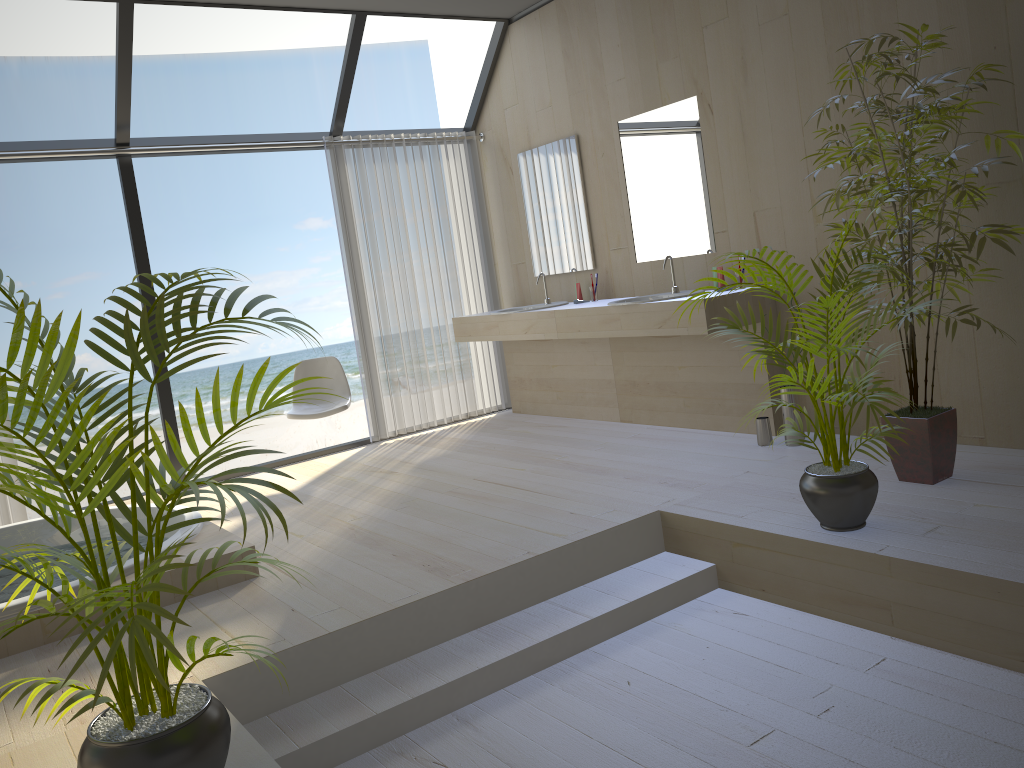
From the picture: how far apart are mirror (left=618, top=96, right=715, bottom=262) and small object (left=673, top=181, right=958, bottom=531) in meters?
1.7

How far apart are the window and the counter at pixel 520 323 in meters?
1.0

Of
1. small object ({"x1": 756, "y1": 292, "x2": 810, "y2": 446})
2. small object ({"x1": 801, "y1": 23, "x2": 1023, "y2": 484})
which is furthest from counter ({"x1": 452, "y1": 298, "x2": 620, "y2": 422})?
small object ({"x1": 801, "y1": 23, "x2": 1023, "y2": 484})

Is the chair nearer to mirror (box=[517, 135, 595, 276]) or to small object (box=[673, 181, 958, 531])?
mirror (box=[517, 135, 595, 276])

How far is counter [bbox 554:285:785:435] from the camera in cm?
458

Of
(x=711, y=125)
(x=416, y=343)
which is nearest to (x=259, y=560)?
(x=711, y=125)

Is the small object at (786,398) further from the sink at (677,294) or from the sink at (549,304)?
the sink at (549,304)

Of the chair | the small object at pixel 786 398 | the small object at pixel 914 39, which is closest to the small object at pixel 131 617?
the small object at pixel 914 39

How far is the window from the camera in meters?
4.8 m

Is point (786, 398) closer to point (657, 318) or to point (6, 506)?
point (657, 318)
